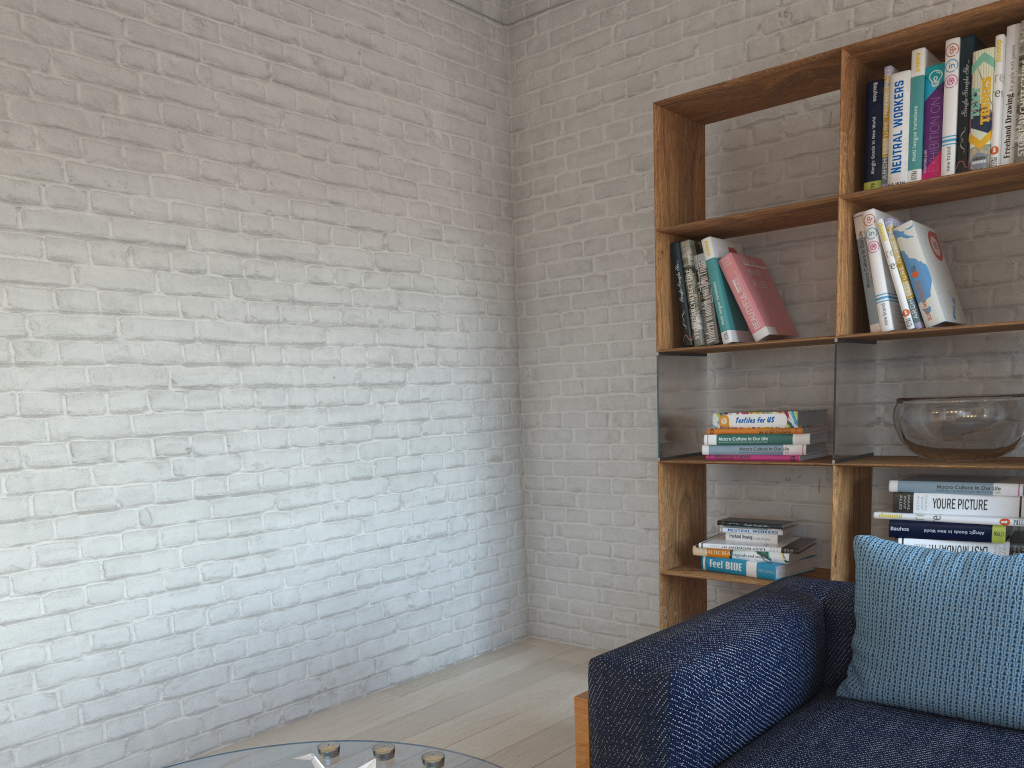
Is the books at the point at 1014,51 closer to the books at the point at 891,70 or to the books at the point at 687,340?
the books at the point at 891,70

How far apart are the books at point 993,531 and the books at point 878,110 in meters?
1.1

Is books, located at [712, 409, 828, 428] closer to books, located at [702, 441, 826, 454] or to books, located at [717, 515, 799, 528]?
books, located at [702, 441, 826, 454]

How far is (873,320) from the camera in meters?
2.8

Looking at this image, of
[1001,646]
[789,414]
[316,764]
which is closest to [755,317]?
[789,414]

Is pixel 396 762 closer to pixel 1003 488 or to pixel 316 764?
pixel 316 764

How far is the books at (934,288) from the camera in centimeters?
270cm

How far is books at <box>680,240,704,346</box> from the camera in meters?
3.3

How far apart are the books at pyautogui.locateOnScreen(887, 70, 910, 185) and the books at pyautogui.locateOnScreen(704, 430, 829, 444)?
0.86m

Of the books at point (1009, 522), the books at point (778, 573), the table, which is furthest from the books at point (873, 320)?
the table
